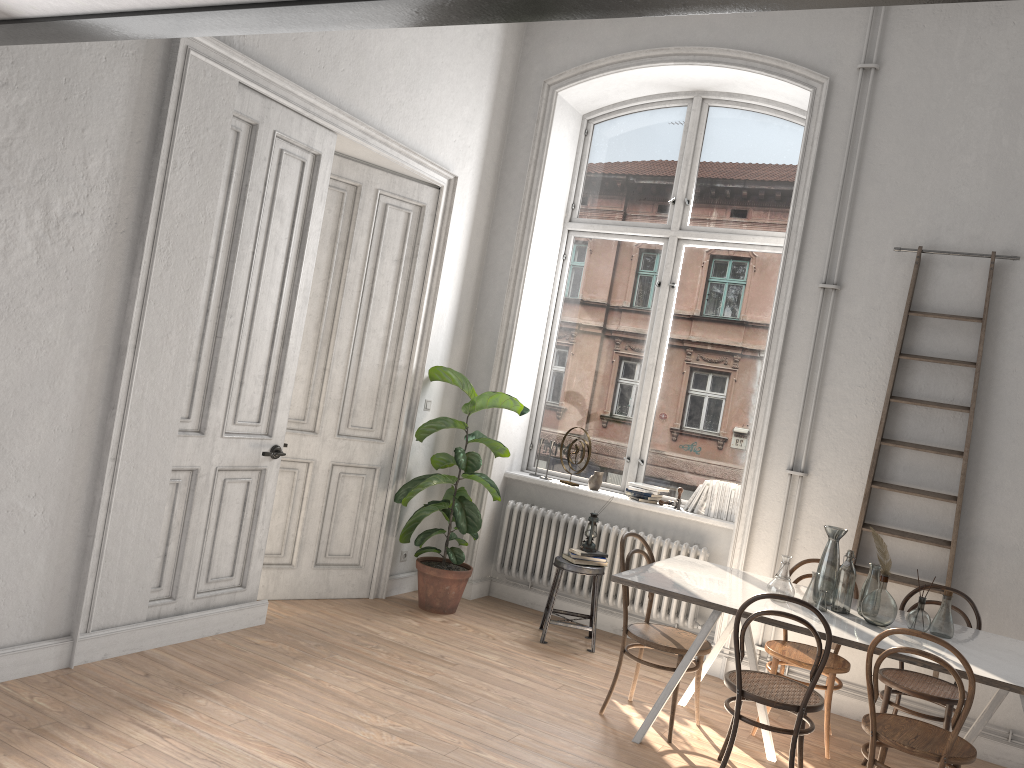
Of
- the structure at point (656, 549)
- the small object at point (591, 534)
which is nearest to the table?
the structure at point (656, 549)

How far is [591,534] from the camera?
5.78m

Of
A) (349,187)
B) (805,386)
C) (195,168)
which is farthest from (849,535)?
(195,168)

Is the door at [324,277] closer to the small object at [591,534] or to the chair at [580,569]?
the chair at [580,569]

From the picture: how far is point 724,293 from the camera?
6.3m

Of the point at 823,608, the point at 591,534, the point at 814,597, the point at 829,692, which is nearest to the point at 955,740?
the point at 823,608

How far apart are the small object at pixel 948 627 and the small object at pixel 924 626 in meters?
0.1 m

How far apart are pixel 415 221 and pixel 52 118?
2.66m

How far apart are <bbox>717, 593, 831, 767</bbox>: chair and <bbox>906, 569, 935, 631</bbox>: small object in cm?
55

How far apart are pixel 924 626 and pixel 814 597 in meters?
0.5
